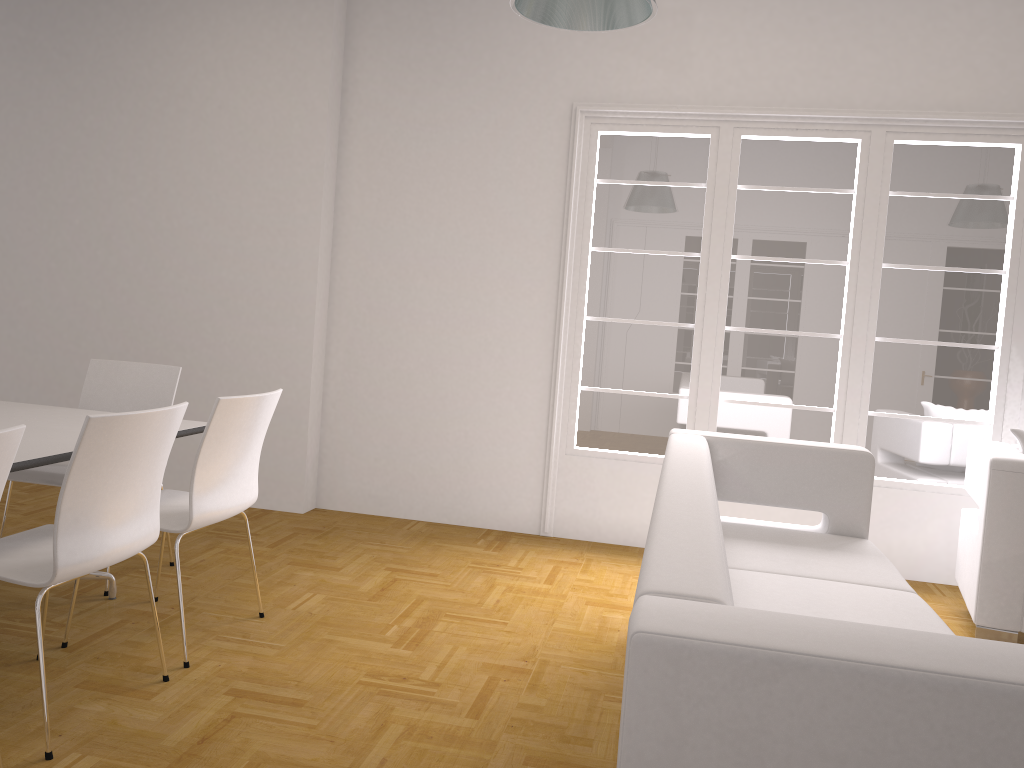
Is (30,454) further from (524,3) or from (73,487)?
(524,3)

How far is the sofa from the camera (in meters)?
1.16

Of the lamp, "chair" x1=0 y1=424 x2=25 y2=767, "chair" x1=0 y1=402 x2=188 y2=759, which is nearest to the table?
"chair" x1=0 y1=402 x2=188 y2=759

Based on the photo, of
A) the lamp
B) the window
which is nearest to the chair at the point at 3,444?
the lamp

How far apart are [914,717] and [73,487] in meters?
2.1

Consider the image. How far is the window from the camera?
4.8m

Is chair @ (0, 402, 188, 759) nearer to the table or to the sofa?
the table

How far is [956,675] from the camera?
1.15m

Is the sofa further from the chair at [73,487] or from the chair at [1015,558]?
the chair at [73,487]

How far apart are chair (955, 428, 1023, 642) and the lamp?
2.32m
